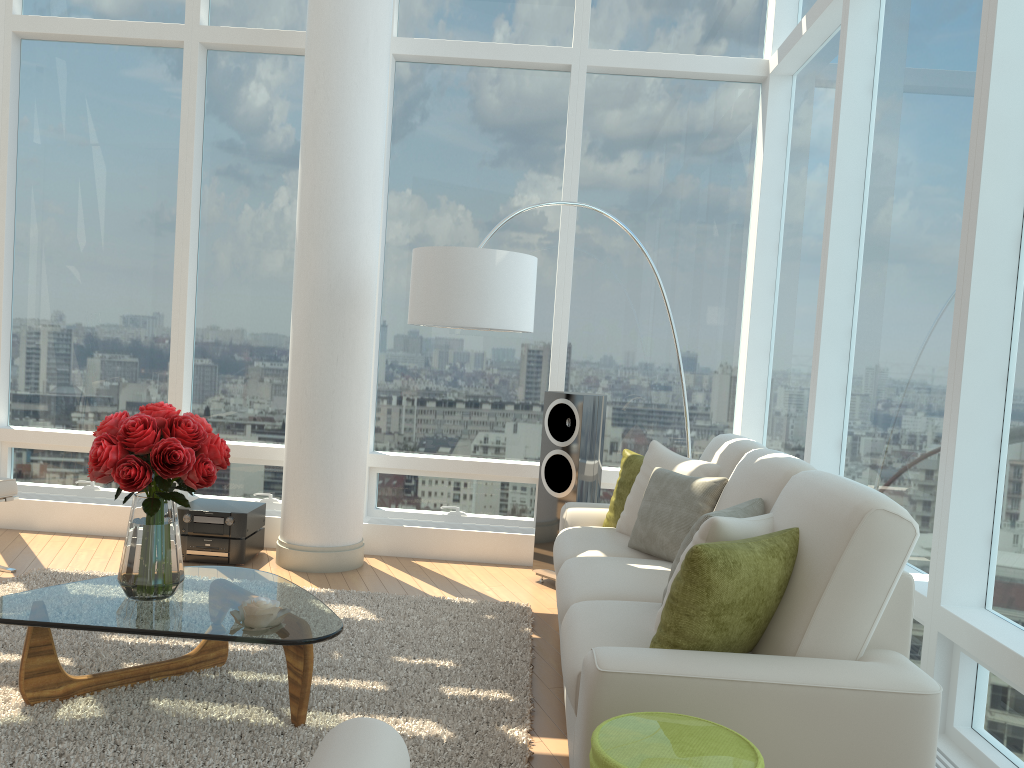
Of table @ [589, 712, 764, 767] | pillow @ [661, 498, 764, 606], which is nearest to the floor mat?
pillow @ [661, 498, 764, 606]

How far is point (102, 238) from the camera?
6.1 meters

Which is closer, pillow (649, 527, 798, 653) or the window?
pillow (649, 527, 798, 653)

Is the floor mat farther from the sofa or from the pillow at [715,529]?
the pillow at [715,529]

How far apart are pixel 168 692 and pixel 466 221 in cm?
367

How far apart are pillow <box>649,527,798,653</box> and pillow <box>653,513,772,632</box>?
0.1 meters

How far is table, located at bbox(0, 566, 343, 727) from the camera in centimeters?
292cm

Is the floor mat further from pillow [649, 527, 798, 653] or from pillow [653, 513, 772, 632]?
pillow [653, 513, 772, 632]

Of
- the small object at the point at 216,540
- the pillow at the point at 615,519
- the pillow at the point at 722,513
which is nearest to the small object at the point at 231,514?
the small object at the point at 216,540

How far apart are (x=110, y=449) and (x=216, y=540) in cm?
235
